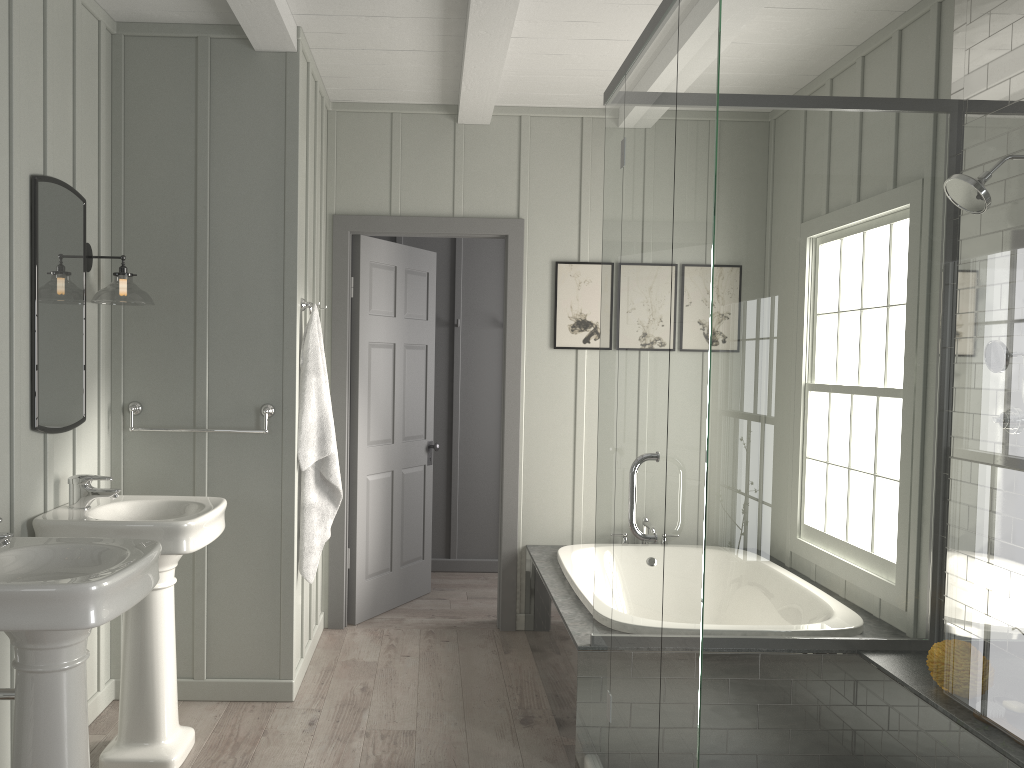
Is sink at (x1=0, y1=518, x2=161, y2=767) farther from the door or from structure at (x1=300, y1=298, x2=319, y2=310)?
the door

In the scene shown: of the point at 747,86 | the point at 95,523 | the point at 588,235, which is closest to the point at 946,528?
the point at 747,86

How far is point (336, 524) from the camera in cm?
463

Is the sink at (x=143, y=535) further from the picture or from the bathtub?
the picture

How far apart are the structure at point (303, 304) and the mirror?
0.9 meters

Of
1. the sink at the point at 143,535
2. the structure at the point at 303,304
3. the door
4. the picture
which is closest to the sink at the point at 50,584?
the sink at the point at 143,535

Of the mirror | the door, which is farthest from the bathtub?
the mirror

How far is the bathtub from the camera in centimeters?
369cm

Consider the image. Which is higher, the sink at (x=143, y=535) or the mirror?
the mirror

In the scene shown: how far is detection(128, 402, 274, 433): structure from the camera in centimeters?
352cm
